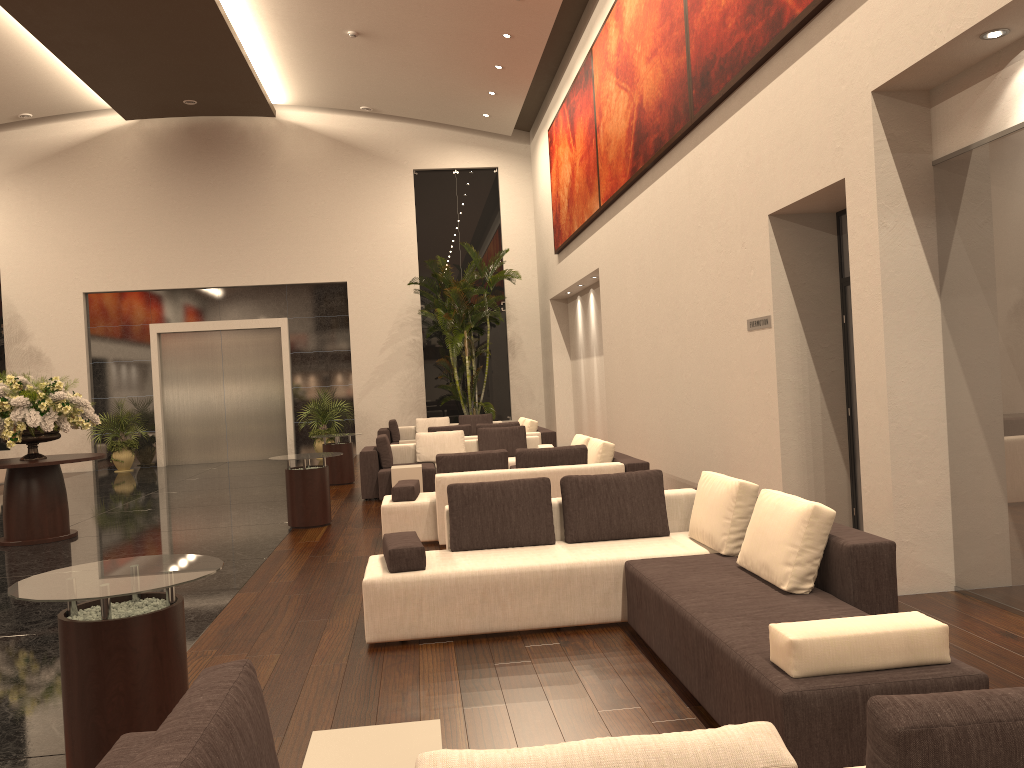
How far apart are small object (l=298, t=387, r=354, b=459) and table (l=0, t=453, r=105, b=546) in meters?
9.0 m

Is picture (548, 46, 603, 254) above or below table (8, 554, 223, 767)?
above

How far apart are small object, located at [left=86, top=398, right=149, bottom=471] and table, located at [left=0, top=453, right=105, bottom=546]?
9.11m

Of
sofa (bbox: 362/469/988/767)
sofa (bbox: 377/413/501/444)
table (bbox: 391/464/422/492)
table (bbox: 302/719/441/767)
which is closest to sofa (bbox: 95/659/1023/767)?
table (bbox: 302/719/441/767)

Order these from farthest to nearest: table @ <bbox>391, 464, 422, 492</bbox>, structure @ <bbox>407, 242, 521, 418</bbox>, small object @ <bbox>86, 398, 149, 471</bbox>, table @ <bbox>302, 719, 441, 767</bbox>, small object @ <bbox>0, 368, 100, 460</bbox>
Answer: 1. small object @ <bbox>86, 398, 149, 471</bbox>
2. structure @ <bbox>407, 242, 521, 418</bbox>
3. table @ <bbox>391, 464, 422, 492</bbox>
4. small object @ <bbox>0, 368, 100, 460</bbox>
5. table @ <bbox>302, 719, 441, 767</bbox>

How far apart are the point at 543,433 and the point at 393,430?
4.7 meters

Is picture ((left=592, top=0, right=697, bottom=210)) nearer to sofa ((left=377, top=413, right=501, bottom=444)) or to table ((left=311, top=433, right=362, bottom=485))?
table ((left=311, top=433, right=362, bottom=485))

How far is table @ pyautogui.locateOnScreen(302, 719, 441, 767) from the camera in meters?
2.5 m

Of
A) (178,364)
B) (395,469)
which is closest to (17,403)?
(395,469)

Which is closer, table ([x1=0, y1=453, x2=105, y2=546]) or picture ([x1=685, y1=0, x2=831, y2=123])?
picture ([x1=685, y1=0, x2=831, y2=123])
